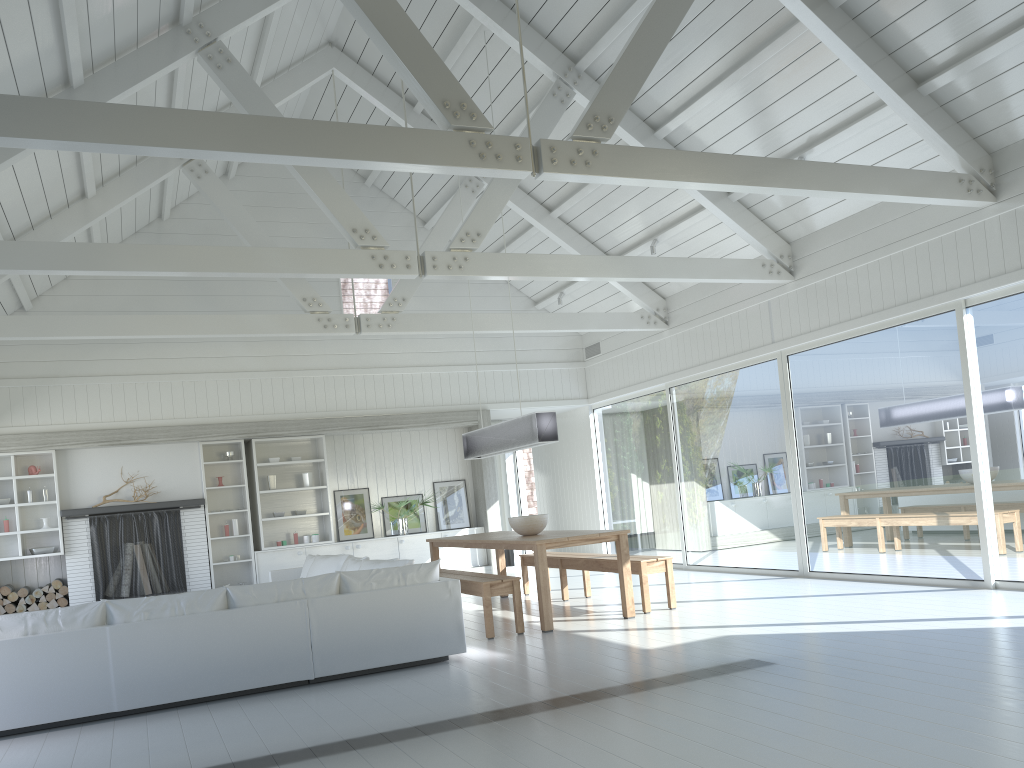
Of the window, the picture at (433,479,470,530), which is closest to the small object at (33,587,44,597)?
the picture at (433,479,470,530)

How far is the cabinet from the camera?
11.2m

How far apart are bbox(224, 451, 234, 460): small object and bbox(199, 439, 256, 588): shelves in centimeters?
12cm

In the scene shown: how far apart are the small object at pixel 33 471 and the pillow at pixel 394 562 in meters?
5.0

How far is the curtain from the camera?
13.90m

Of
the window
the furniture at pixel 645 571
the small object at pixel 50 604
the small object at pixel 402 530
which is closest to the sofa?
the furniture at pixel 645 571

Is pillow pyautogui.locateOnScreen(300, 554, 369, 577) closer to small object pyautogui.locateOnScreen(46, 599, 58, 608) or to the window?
small object pyautogui.locateOnScreen(46, 599, 58, 608)

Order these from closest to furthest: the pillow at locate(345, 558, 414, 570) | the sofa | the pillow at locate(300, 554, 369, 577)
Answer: the sofa, the pillow at locate(345, 558, 414, 570), the pillow at locate(300, 554, 369, 577)

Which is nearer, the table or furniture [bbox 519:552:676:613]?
the table

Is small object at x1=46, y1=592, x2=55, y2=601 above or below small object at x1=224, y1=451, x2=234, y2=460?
below
